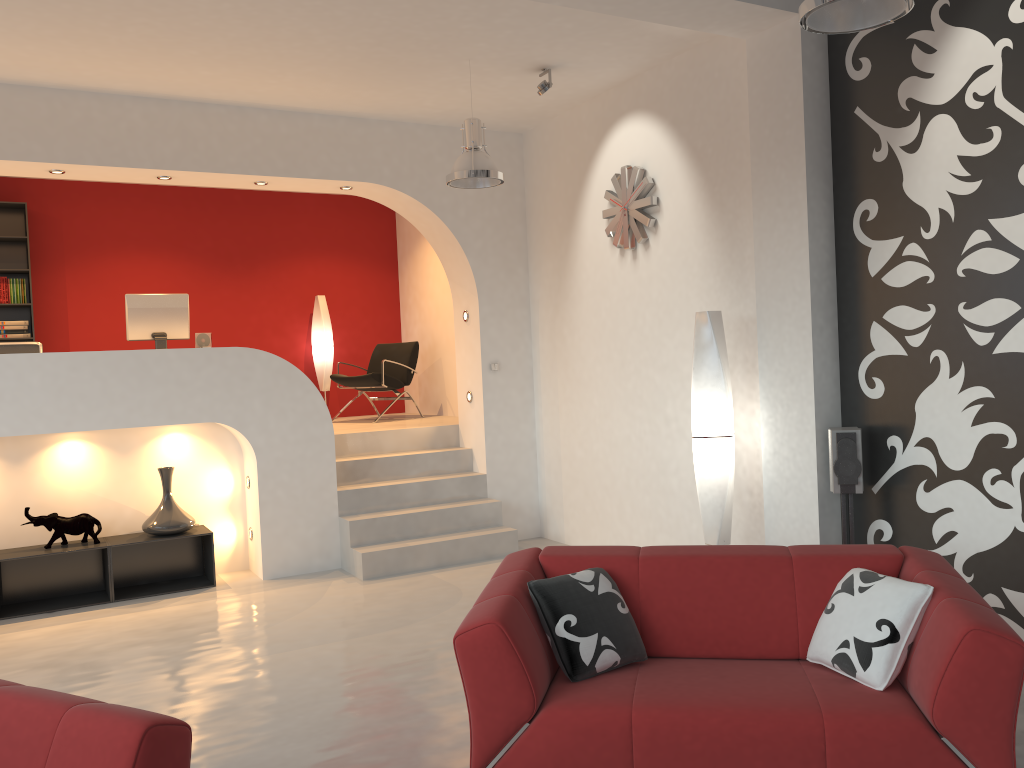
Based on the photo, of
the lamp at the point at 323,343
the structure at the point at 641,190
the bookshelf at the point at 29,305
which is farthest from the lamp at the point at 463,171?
the bookshelf at the point at 29,305

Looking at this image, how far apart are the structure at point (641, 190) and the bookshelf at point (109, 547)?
3.65m

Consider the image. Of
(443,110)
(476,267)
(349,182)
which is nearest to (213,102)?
(349,182)

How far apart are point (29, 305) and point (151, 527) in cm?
327

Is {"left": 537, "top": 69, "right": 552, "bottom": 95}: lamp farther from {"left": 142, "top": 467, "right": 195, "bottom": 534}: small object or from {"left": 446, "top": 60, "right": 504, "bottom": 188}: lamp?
{"left": 142, "top": 467, "right": 195, "bottom": 534}: small object

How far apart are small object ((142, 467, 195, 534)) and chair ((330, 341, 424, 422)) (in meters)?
2.58

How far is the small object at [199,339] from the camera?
7.0 meters

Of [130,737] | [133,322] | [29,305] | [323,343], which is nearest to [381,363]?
[323,343]

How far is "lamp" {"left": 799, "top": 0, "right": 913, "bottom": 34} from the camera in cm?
312

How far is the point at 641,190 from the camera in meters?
6.1 m
